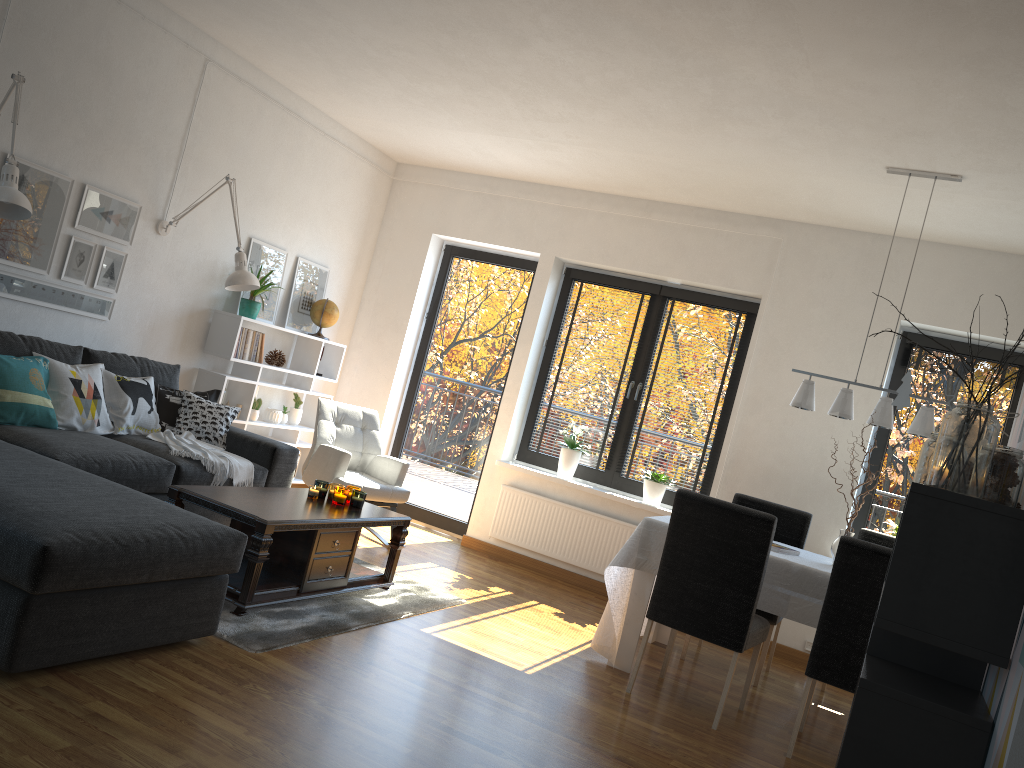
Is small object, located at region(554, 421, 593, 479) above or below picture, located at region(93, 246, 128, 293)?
below

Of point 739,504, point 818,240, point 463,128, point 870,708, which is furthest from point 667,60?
point 870,708

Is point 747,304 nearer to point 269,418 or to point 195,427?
point 269,418

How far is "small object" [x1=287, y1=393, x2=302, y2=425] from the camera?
6.5m

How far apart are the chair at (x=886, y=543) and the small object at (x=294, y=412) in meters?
3.9 m

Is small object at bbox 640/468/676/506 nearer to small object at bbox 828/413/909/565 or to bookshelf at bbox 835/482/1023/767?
small object at bbox 828/413/909/565

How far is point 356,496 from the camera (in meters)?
4.48

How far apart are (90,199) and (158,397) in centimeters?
114cm

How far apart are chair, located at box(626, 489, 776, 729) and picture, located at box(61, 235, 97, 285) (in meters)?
3.44

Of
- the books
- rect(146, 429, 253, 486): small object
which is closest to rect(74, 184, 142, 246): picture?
rect(146, 429, 253, 486): small object
